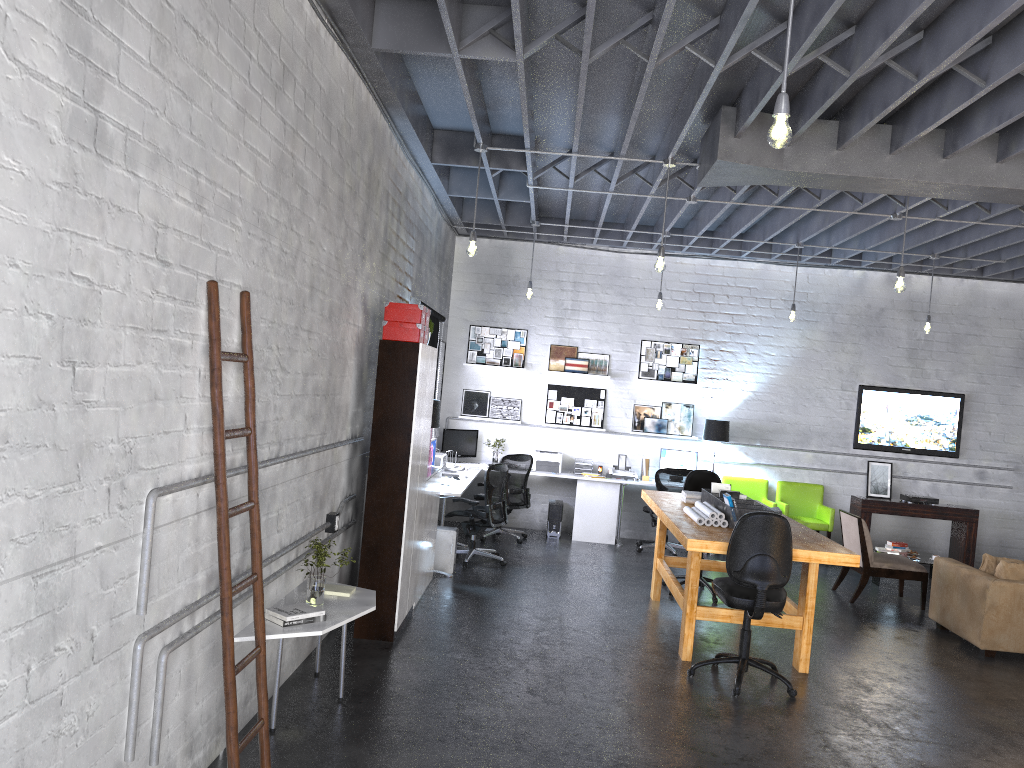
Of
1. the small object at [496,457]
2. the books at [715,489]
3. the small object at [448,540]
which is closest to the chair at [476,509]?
the small object at [448,540]

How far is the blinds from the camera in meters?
9.4

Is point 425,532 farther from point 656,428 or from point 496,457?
point 656,428

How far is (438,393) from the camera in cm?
1099

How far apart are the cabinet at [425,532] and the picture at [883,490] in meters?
6.1

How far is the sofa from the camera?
7.0 meters

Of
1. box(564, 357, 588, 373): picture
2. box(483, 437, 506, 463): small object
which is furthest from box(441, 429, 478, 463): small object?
box(564, 357, 588, 373): picture

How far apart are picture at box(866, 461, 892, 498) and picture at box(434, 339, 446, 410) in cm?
551

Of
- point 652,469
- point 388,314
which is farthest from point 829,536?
A: point 388,314

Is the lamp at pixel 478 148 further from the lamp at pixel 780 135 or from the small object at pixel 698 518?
the lamp at pixel 780 135
